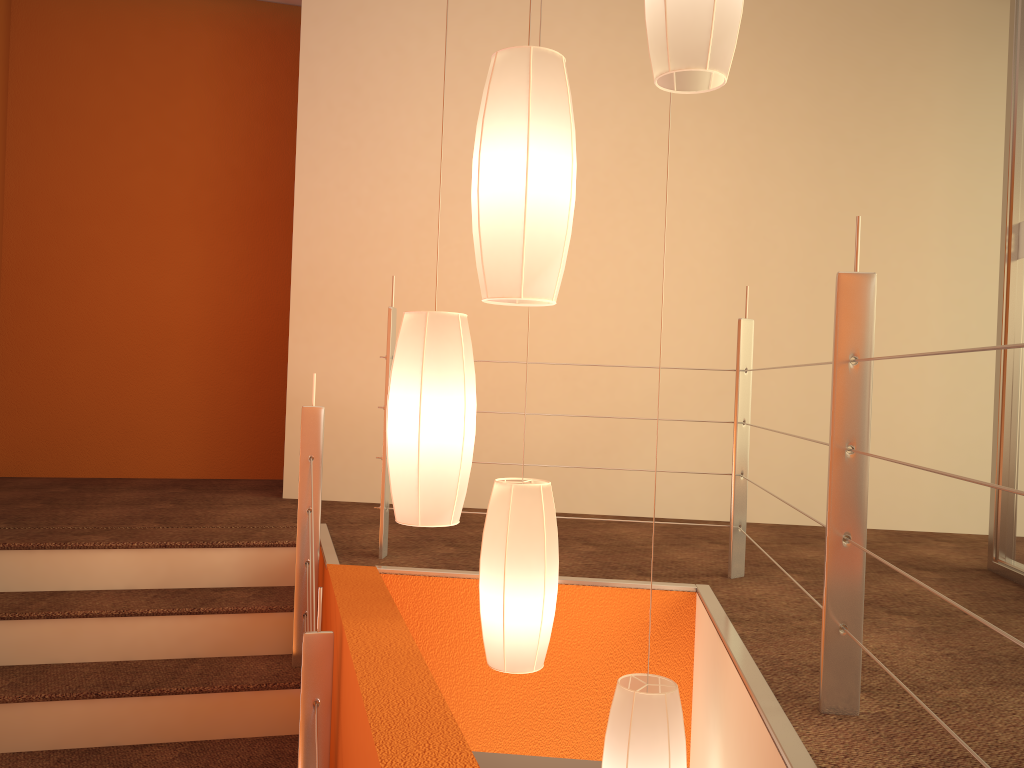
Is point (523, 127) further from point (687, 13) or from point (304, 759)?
point (304, 759)

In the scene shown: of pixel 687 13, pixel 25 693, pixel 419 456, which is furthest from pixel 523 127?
pixel 25 693

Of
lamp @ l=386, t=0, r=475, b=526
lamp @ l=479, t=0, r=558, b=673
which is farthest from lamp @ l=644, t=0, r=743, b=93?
lamp @ l=479, t=0, r=558, b=673

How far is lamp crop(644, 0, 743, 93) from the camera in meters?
1.7 m

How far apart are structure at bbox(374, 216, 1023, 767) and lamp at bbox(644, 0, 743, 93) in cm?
45

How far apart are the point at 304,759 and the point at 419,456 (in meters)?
0.76

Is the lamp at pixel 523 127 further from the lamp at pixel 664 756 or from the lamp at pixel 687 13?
the lamp at pixel 664 756

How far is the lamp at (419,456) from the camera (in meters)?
1.83

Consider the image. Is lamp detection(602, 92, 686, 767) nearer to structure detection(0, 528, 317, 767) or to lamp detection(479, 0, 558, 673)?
lamp detection(479, 0, 558, 673)

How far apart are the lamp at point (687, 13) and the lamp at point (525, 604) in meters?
0.9
